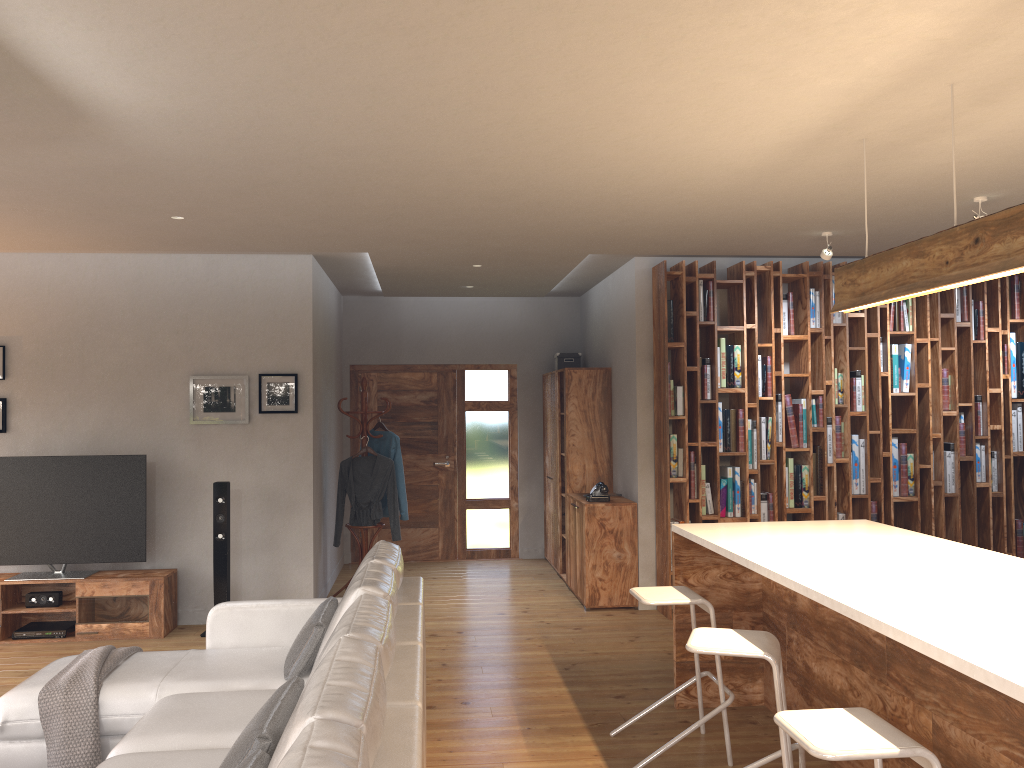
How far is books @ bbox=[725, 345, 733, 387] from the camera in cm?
678

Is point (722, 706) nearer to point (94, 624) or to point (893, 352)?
point (893, 352)

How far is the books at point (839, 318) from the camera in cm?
689

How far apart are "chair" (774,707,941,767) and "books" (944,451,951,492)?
4.98m

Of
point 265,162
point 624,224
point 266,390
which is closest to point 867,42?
point 265,162

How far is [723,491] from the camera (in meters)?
6.76

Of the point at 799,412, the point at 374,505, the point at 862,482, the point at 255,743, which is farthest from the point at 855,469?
the point at 255,743

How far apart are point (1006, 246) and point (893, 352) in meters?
4.3

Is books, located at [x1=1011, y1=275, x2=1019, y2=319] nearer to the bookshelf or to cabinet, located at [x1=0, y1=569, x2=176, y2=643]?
the bookshelf

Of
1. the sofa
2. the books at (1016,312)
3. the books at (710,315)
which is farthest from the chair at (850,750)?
the books at (1016,312)
